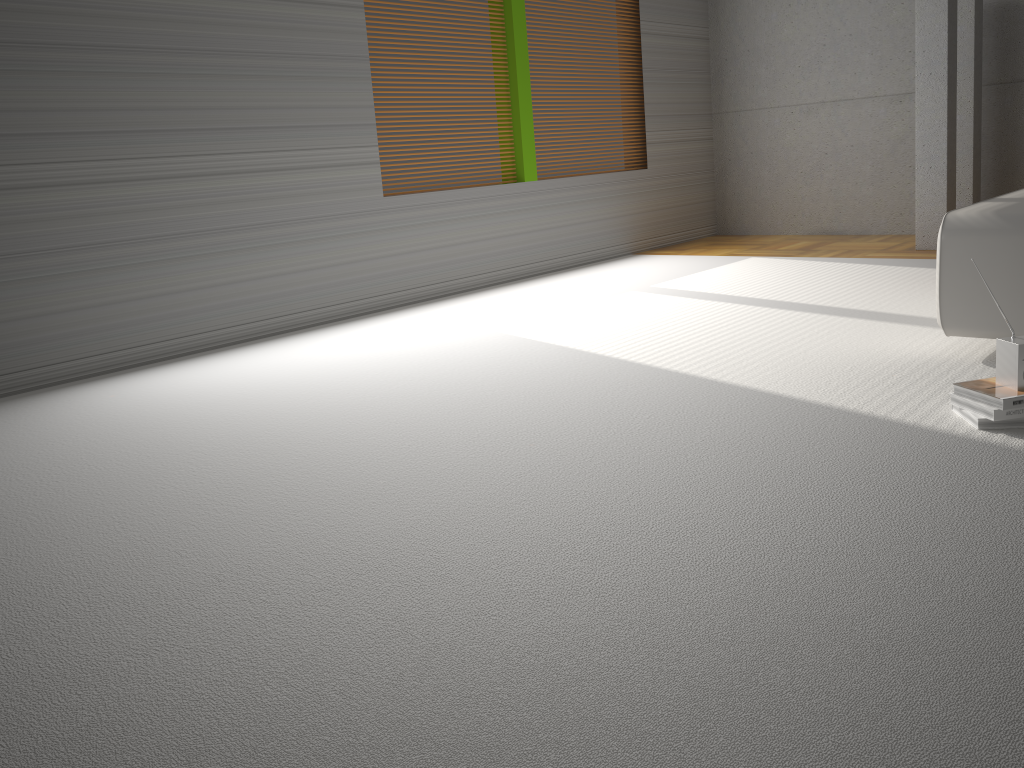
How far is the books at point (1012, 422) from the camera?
2.4m

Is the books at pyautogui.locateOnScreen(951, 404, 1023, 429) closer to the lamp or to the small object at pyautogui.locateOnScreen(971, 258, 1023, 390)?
the small object at pyautogui.locateOnScreen(971, 258, 1023, 390)

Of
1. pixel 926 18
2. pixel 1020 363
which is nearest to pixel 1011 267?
pixel 1020 363

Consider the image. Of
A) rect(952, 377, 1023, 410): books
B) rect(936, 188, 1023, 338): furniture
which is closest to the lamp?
rect(936, 188, 1023, 338): furniture

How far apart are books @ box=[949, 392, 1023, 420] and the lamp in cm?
384

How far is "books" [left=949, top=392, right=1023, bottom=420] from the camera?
2.37m

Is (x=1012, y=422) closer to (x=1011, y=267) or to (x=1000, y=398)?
(x=1000, y=398)

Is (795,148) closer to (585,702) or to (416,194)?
(416,194)

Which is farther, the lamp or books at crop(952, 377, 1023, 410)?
the lamp

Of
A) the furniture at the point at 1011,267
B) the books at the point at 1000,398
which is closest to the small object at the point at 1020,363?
the books at the point at 1000,398
